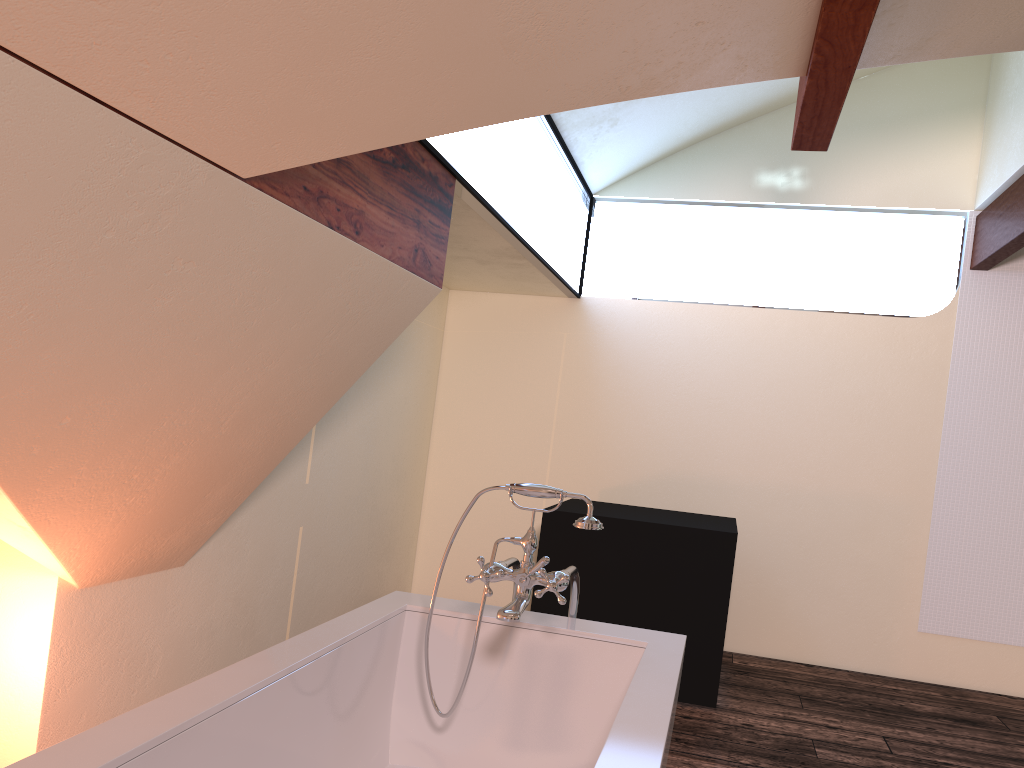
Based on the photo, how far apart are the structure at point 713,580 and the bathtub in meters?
1.7

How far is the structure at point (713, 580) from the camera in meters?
3.9 m

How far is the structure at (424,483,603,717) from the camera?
2.0 meters

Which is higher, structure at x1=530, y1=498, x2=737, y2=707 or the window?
the window

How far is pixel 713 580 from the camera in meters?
3.9 m

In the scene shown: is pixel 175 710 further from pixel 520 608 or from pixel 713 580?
pixel 713 580

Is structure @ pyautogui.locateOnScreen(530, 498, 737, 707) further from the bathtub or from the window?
the bathtub

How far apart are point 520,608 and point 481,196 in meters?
1.6

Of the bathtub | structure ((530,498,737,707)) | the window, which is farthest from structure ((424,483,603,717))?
structure ((530,498,737,707))

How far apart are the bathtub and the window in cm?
127
